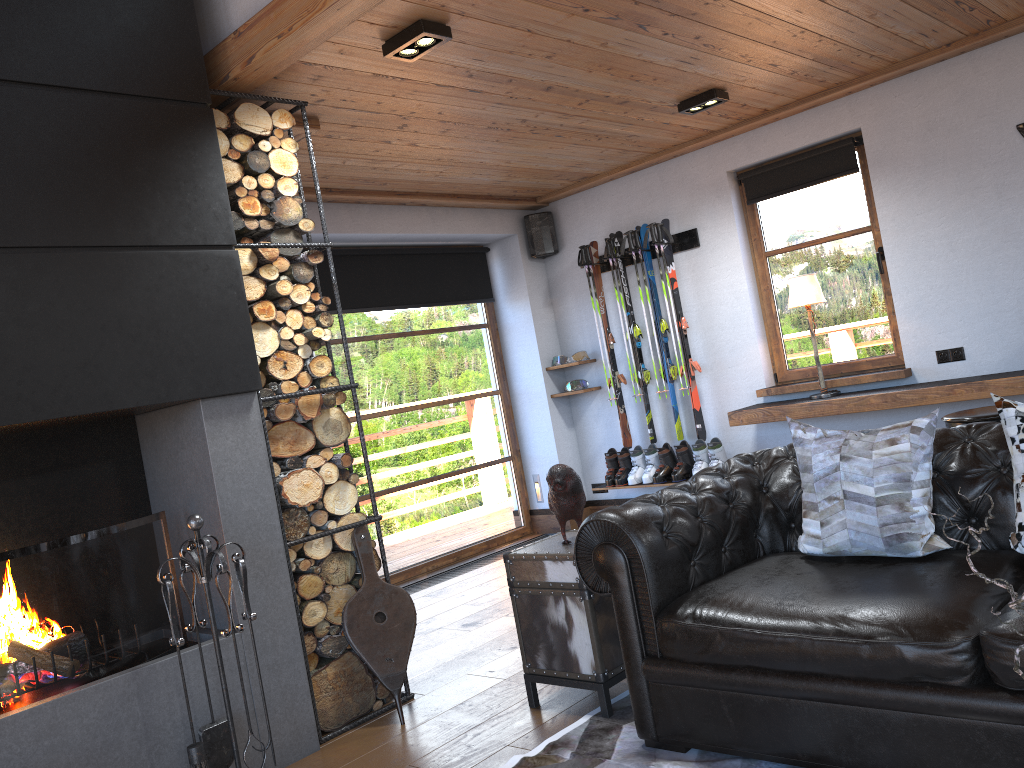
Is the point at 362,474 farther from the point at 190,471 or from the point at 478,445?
the point at 190,471

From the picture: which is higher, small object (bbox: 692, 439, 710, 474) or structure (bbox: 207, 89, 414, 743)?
structure (bbox: 207, 89, 414, 743)

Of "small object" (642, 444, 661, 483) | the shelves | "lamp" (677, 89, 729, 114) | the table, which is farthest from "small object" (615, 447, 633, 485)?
the table

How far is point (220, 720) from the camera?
3.1m

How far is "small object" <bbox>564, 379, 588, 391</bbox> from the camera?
7.0 meters

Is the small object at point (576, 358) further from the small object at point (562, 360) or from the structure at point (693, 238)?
the structure at point (693, 238)

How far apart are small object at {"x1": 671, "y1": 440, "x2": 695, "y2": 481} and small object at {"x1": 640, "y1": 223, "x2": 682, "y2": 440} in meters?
0.1

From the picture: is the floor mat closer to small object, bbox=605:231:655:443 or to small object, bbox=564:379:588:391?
small object, bbox=605:231:655:443

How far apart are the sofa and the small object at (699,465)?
2.71m

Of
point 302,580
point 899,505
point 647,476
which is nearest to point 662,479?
point 647,476
